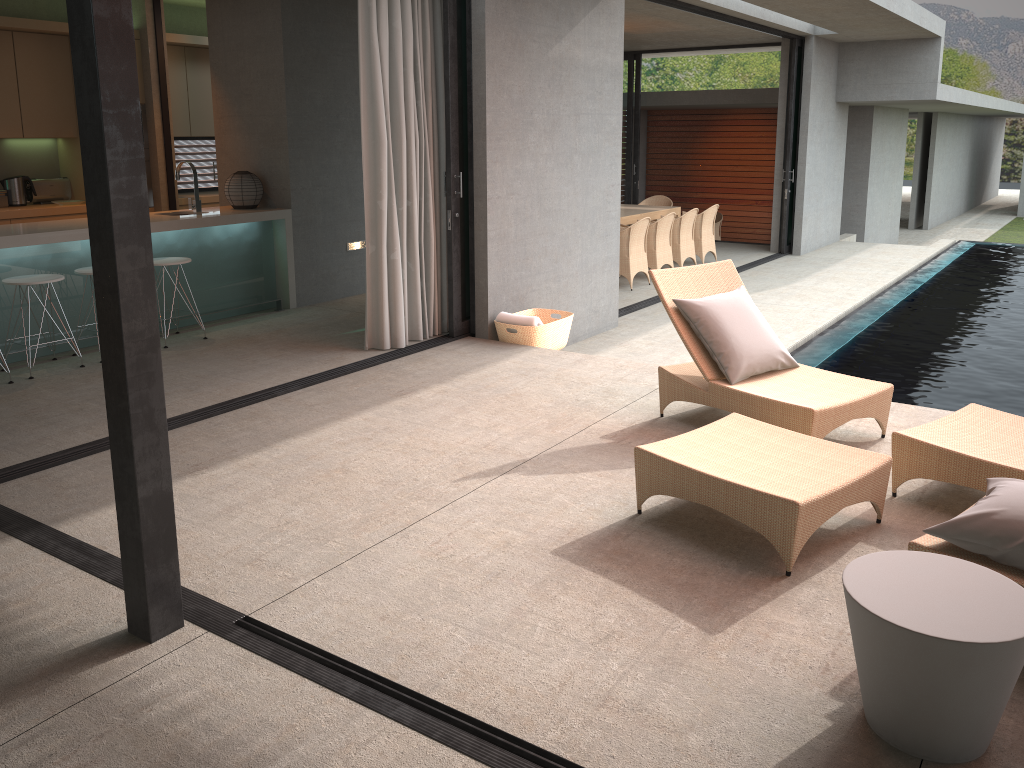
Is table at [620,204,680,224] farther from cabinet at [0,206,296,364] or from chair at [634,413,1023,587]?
chair at [634,413,1023,587]

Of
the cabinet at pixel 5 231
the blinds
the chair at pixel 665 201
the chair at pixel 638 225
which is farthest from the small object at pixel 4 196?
the chair at pixel 665 201

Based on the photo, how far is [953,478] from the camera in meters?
3.7 m

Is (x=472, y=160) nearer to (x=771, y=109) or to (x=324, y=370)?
(x=324, y=370)

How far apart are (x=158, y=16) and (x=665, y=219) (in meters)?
6.04

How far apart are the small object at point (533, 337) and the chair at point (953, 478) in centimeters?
180cm

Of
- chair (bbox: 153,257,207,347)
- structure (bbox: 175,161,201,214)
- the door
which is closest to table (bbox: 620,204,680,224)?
the door

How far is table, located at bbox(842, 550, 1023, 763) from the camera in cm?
218

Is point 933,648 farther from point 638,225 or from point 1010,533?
point 638,225

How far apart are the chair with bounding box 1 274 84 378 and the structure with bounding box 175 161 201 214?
1.6m
